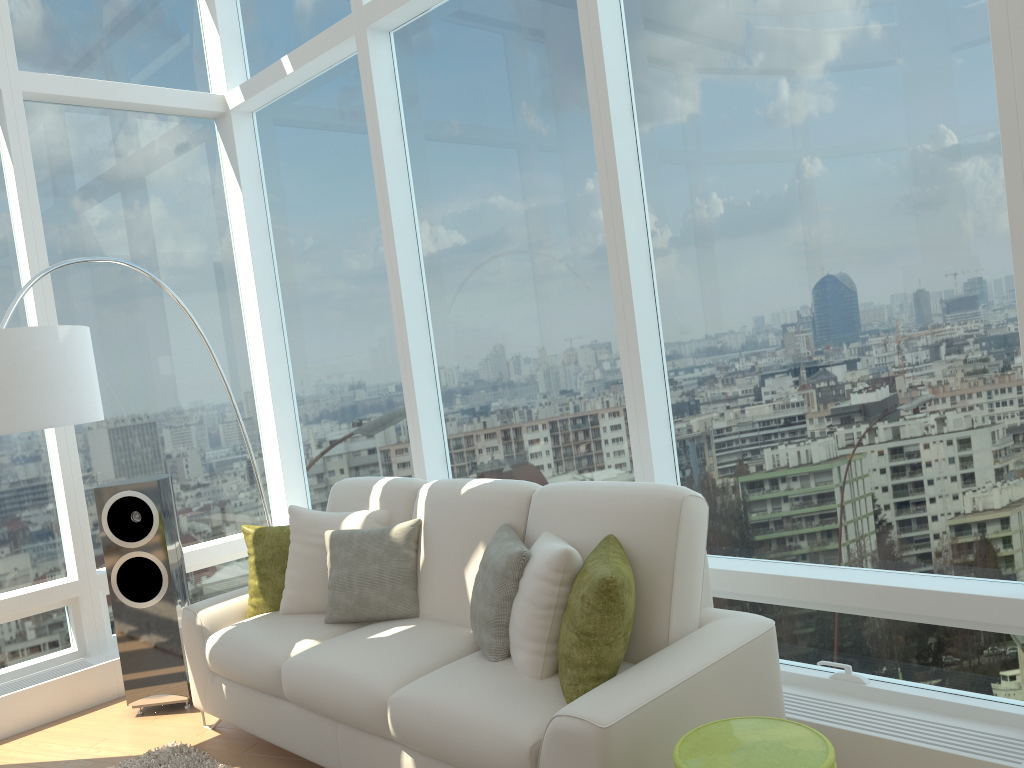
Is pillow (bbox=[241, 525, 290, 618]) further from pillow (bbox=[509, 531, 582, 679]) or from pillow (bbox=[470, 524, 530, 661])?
pillow (bbox=[509, 531, 582, 679])

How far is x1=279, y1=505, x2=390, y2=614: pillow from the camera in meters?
3.9

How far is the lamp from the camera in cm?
339

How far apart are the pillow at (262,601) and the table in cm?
233

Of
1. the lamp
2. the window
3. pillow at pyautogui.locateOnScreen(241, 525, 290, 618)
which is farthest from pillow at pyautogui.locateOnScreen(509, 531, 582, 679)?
the lamp

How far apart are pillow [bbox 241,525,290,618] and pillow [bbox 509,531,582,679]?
1.5 meters

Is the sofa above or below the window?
below

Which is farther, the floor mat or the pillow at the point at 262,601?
the pillow at the point at 262,601

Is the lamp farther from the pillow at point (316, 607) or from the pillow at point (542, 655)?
the pillow at point (542, 655)

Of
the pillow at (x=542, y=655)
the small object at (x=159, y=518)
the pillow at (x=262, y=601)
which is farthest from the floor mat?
the pillow at (x=542, y=655)
